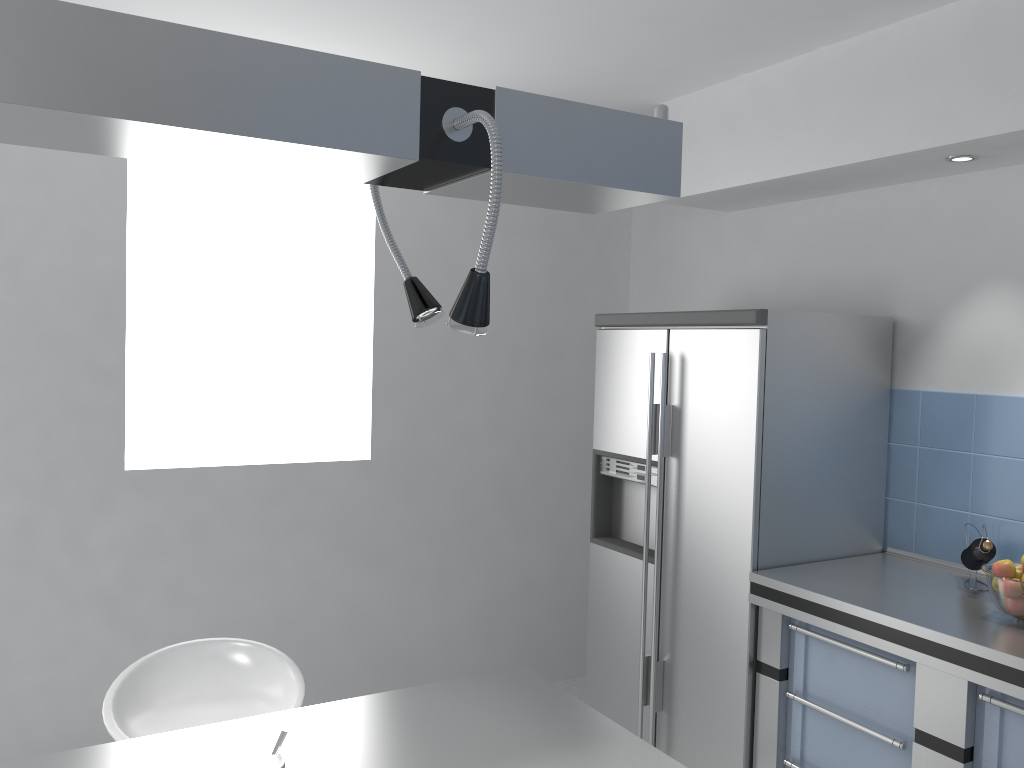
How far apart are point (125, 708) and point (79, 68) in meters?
1.7 m

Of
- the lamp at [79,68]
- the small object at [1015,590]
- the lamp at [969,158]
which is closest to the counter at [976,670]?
the small object at [1015,590]

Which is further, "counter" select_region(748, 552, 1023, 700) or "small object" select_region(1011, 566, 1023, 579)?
"small object" select_region(1011, 566, 1023, 579)

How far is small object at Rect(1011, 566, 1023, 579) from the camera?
2.4 meters

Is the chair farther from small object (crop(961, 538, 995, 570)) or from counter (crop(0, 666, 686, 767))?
small object (crop(961, 538, 995, 570))

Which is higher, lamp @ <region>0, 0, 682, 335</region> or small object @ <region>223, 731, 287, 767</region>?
lamp @ <region>0, 0, 682, 335</region>

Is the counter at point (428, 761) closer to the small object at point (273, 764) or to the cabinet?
the small object at point (273, 764)

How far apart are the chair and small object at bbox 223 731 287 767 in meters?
0.8 m

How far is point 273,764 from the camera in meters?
1.3

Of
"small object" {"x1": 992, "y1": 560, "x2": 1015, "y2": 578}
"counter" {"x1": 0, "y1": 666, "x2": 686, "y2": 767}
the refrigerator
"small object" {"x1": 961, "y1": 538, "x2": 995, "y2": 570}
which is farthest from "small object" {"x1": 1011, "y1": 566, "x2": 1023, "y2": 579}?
"counter" {"x1": 0, "y1": 666, "x2": 686, "y2": 767}
